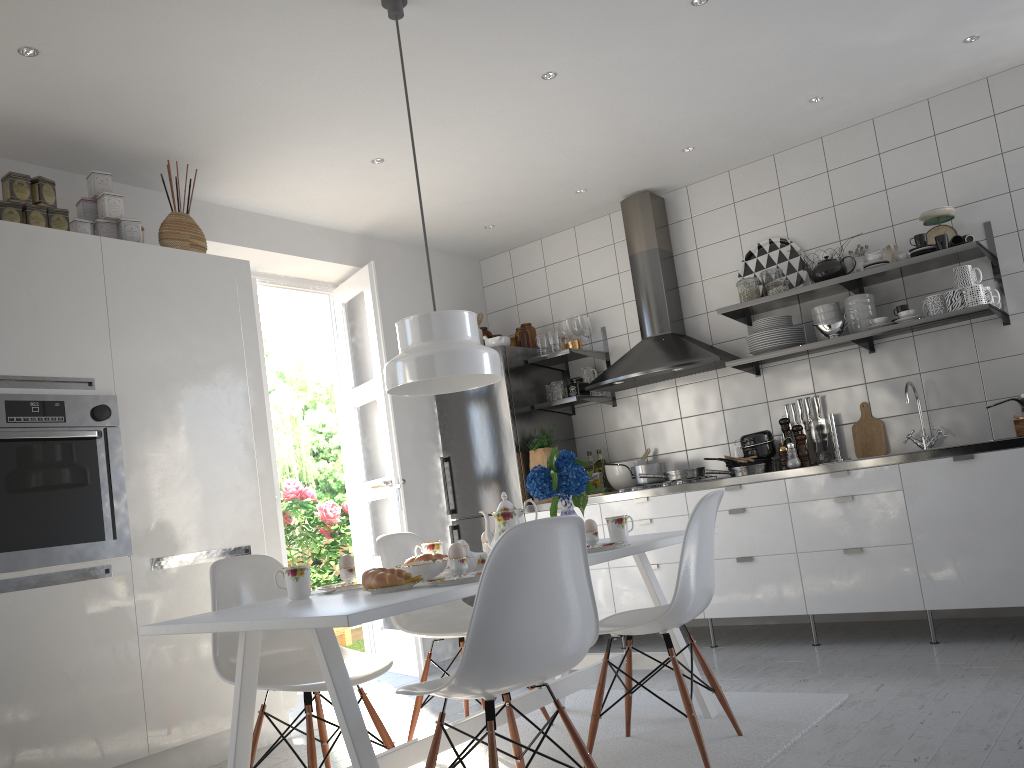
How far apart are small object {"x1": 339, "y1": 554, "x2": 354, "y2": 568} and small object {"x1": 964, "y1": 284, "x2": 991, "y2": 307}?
3.0m

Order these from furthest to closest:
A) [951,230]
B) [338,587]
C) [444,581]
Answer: [951,230] < [338,587] < [444,581]

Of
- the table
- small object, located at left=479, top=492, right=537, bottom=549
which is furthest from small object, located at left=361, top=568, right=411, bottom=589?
small object, located at left=479, top=492, right=537, bottom=549

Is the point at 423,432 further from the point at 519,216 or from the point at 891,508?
the point at 891,508

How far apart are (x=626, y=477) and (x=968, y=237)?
2.2 meters

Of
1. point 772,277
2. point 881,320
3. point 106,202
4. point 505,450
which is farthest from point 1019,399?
point 106,202

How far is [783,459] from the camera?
4.5 meters

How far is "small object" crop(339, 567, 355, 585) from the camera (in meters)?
2.64

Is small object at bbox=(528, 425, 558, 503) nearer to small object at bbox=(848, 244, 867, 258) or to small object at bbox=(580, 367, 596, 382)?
small object at bbox=(580, 367, 596, 382)

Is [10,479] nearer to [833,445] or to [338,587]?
[338,587]
